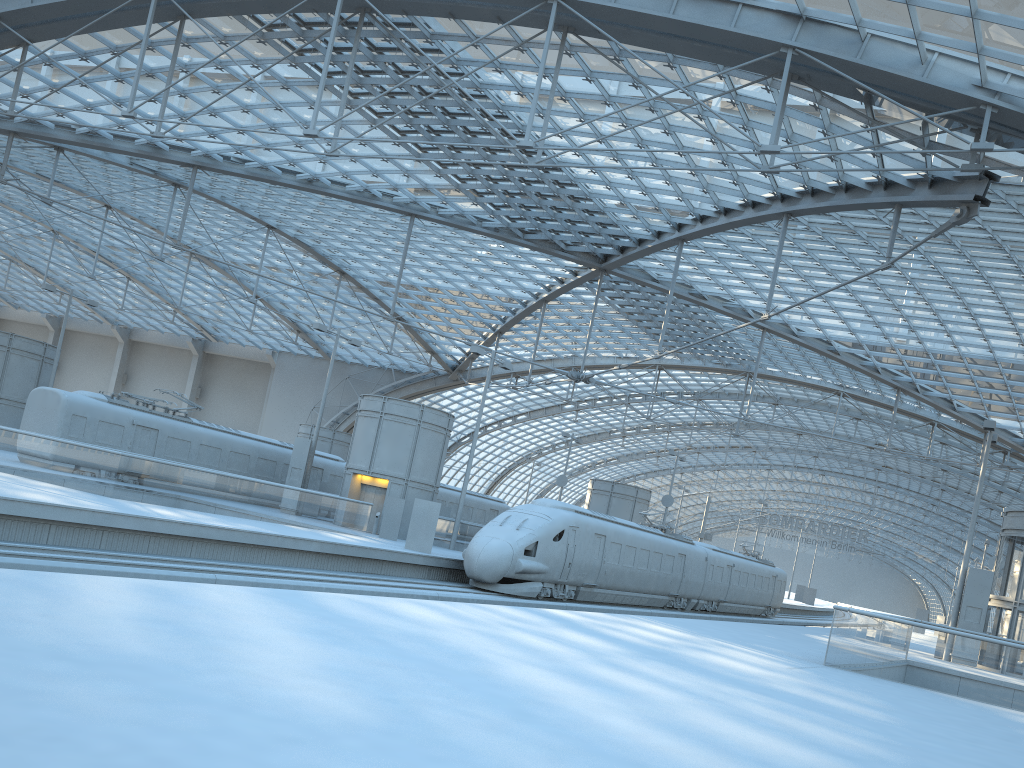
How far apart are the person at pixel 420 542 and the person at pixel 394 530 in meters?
4.3 m

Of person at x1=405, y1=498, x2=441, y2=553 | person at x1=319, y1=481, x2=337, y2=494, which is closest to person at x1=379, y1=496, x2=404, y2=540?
person at x1=405, y1=498, x2=441, y2=553

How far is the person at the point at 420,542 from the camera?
27.8 meters

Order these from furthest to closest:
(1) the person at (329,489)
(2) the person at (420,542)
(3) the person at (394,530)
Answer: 1. (1) the person at (329,489)
2. (3) the person at (394,530)
3. (2) the person at (420,542)

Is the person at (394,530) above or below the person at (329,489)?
below

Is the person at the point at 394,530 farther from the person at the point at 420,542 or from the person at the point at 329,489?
the person at the point at 329,489

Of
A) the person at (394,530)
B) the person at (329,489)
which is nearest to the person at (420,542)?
the person at (394,530)

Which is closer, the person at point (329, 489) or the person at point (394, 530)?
the person at point (394, 530)

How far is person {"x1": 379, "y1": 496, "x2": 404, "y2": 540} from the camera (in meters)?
32.06

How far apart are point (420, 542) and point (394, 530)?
4.5m
